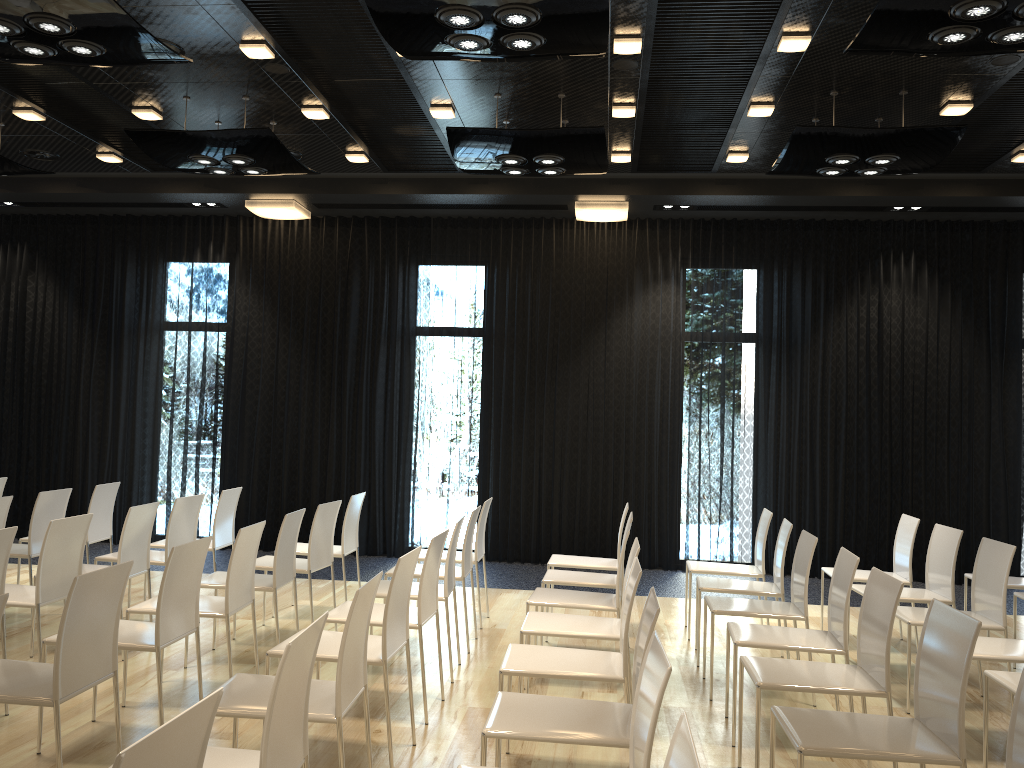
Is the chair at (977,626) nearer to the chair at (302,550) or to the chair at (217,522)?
the chair at (302,550)

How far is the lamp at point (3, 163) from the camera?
6.75m

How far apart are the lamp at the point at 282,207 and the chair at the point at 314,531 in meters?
3.9 m

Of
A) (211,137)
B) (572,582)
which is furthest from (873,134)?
(211,137)

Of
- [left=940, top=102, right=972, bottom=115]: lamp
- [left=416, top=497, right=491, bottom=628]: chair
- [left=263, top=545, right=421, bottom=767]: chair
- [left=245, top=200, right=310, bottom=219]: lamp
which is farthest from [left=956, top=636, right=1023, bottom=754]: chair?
[left=245, top=200, right=310, bottom=219]: lamp

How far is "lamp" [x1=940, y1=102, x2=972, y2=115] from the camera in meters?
6.0 m

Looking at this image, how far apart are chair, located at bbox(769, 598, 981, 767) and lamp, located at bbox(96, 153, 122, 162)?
7.2m

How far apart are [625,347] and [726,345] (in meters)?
1.00

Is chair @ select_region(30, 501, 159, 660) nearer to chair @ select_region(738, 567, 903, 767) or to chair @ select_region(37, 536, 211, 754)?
chair @ select_region(37, 536, 211, 754)

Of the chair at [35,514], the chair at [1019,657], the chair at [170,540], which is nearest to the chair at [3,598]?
the chair at [170,540]
